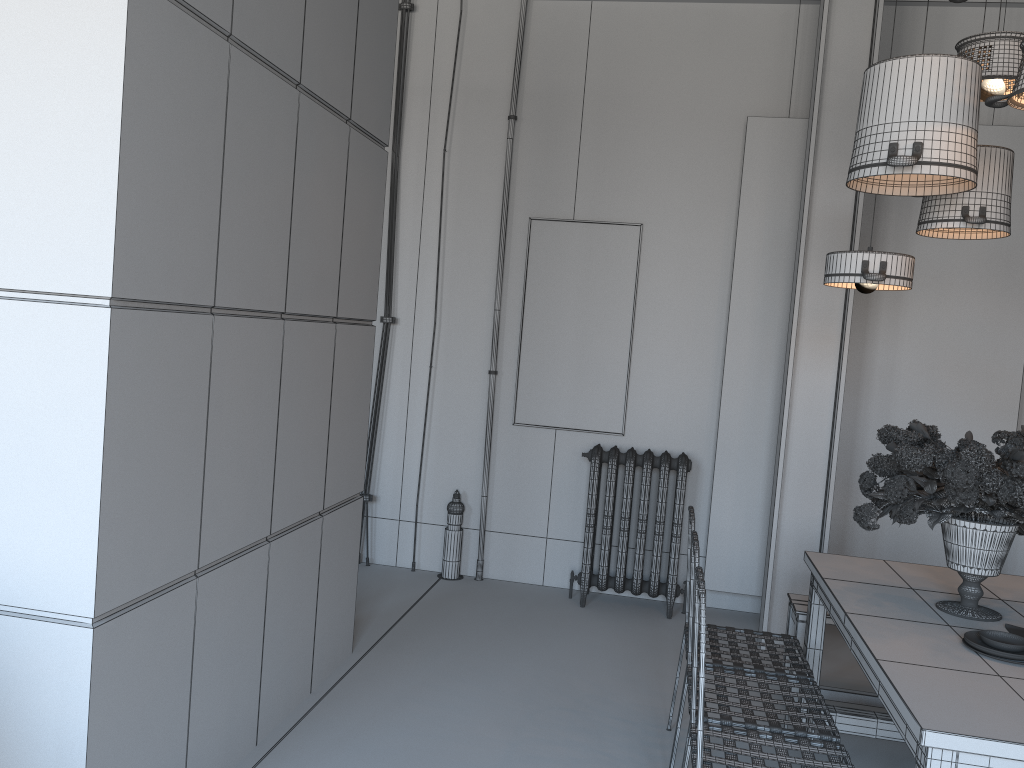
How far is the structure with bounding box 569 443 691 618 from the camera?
5.2m

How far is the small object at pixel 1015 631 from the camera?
2.82m

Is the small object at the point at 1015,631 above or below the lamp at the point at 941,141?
below

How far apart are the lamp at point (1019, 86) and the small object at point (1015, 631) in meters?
1.6

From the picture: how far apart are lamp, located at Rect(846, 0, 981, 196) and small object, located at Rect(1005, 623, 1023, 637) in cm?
145

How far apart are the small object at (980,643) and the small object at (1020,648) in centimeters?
2cm

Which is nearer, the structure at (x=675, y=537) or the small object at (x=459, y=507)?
the structure at (x=675, y=537)

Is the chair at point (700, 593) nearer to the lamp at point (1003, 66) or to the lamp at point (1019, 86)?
the lamp at point (1019, 86)

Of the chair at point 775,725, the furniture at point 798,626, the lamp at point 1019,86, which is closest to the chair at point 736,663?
the chair at point 775,725

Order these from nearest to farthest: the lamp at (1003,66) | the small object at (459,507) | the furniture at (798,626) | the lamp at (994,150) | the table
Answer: the table → the lamp at (1003,66) → the lamp at (994,150) → the furniture at (798,626) → the small object at (459,507)
